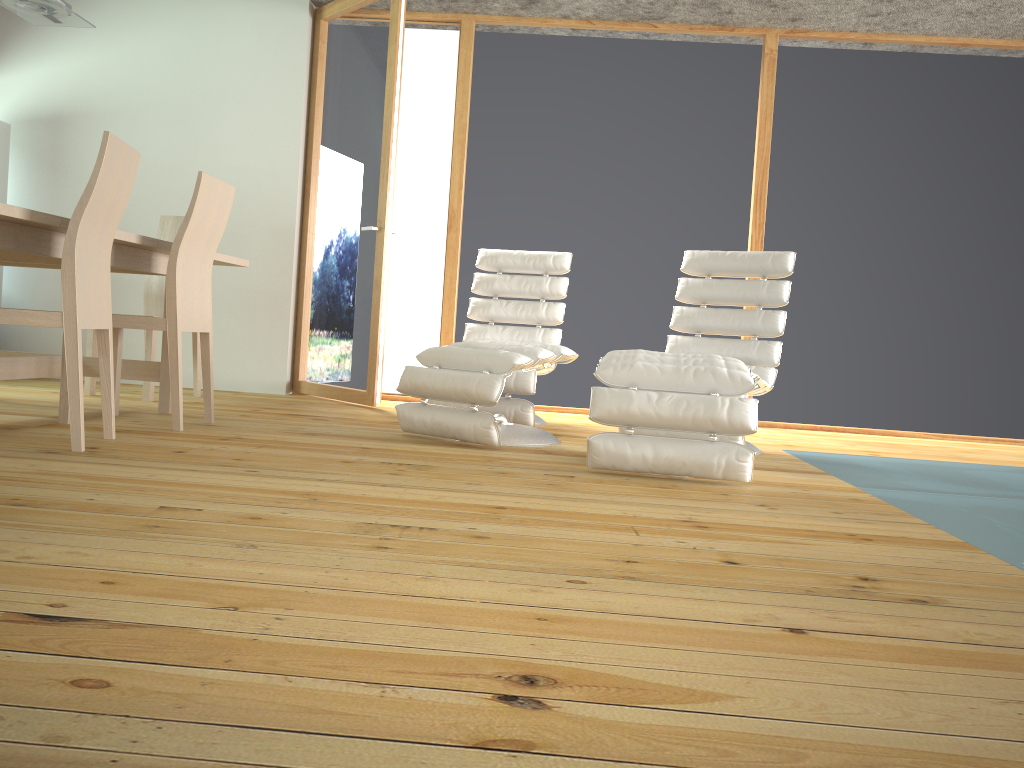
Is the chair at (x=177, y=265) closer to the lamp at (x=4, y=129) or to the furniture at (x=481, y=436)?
the furniture at (x=481, y=436)

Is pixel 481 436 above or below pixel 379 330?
below

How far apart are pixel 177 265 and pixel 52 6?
1.3 meters

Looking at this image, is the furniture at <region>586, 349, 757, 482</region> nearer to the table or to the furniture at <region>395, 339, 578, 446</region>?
the furniture at <region>395, 339, 578, 446</region>

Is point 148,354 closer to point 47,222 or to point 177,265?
point 177,265

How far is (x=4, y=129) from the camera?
5.34m

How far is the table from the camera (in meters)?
2.88

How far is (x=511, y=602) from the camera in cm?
153

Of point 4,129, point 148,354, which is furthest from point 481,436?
point 4,129

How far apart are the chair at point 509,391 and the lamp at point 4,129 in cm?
294
